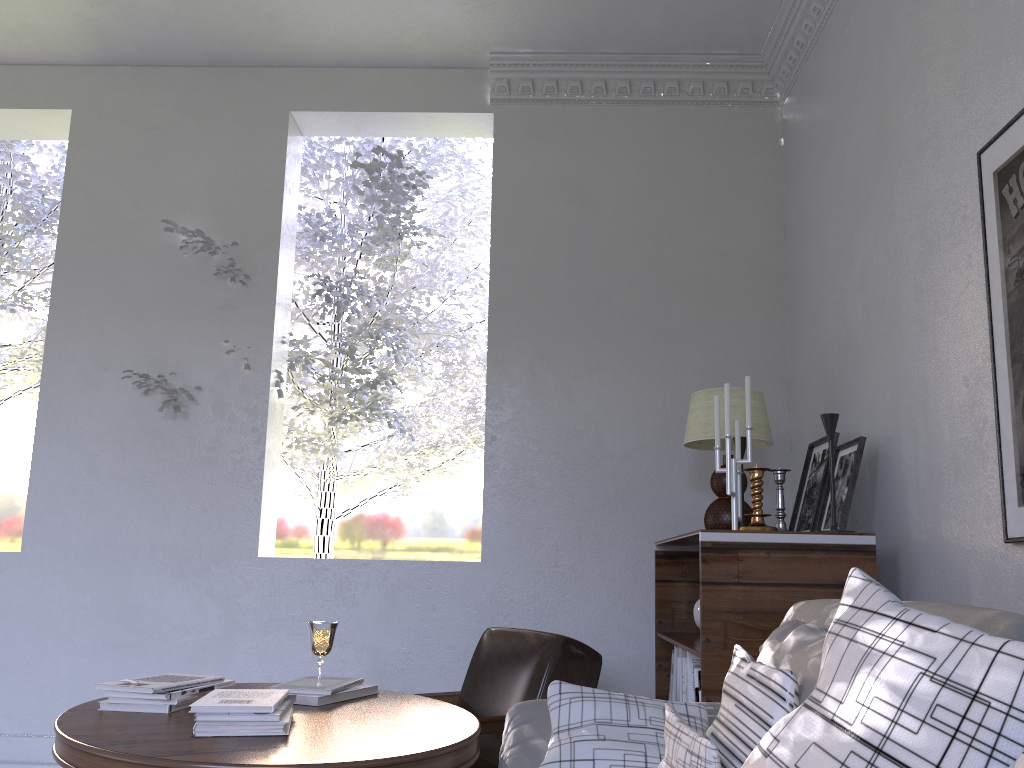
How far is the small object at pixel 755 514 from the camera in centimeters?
210cm

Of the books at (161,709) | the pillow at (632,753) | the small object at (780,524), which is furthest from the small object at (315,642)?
the small object at (780,524)

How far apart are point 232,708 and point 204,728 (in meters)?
0.05

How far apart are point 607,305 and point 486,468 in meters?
0.7 m

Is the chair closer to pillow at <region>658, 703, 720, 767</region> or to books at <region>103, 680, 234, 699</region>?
books at <region>103, 680, 234, 699</region>

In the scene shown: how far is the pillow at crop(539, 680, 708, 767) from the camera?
1.4m

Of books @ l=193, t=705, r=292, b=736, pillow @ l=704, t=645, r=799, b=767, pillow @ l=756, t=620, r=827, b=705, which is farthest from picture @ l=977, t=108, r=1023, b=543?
books @ l=193, t=705, r=292, b=736

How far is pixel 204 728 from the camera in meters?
1.4

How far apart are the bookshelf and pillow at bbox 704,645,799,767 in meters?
0.6 m

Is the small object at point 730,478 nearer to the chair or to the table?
the chair
